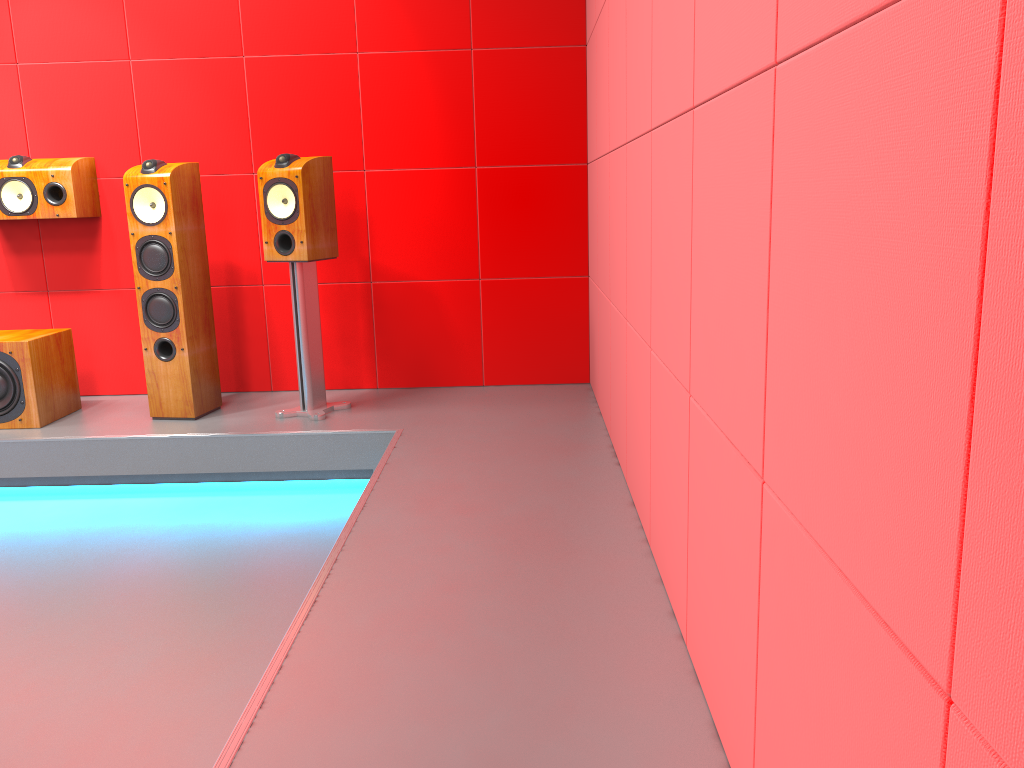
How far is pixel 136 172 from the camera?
3.5m

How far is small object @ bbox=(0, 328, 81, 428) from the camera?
3.5m

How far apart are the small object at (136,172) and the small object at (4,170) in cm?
38

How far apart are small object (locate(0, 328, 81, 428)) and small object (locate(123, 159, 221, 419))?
0.4 meters

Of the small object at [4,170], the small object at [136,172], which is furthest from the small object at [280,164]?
the small object at [4,170]

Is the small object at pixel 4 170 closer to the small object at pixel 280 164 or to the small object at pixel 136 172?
the small object at pixel 136 172

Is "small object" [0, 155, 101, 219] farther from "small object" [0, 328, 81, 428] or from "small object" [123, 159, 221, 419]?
"small object" [0, 328, 81, 428]

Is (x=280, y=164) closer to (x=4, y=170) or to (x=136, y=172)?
A: (x=136, y=172)

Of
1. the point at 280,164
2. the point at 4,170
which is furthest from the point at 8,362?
the point at 280,164

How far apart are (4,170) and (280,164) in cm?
130
